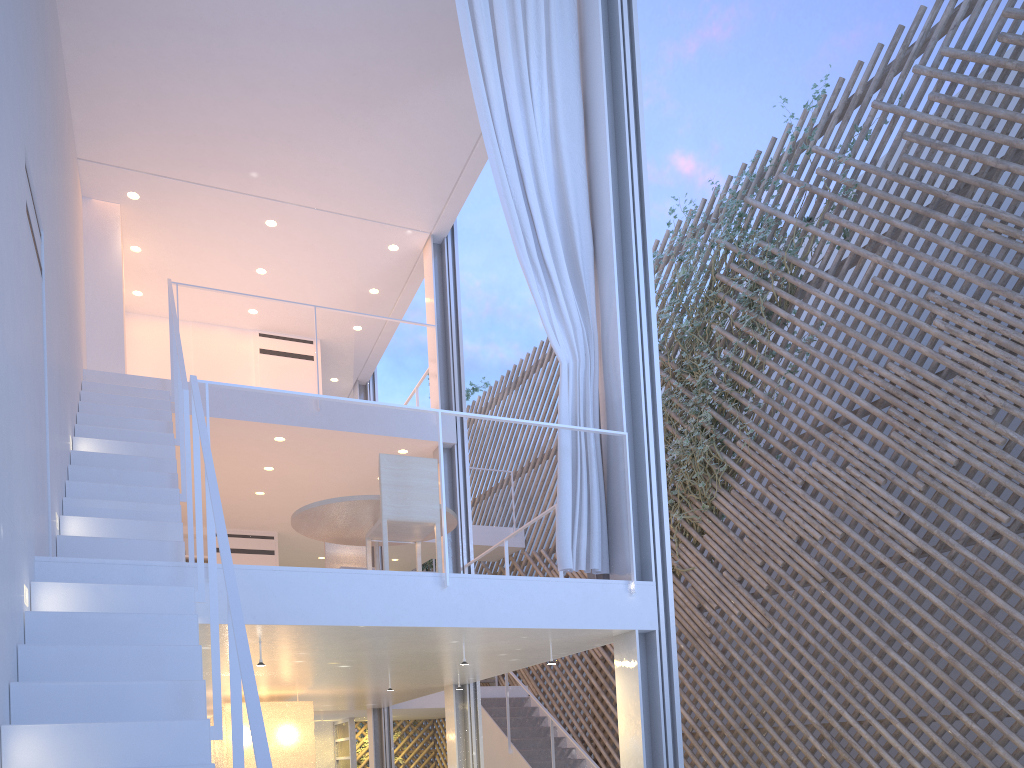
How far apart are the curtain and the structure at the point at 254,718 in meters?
0.2

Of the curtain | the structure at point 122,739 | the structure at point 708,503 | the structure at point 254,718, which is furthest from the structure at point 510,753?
the structure at point 122,739

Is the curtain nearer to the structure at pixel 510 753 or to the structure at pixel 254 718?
the structure at pixel 254 718

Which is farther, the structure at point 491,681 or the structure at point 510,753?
the structure at point 491,681

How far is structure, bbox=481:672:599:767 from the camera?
5.5 meters

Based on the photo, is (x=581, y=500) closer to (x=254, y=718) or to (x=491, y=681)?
(x=254, y=718)

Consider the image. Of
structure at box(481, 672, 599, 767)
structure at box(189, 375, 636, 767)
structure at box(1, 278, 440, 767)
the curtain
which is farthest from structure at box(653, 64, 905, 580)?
structure at box(1, 278, 440, 767)

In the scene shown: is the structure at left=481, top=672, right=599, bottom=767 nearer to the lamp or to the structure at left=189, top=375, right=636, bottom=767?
the lamp

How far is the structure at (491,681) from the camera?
6.9m

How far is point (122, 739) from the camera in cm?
151
